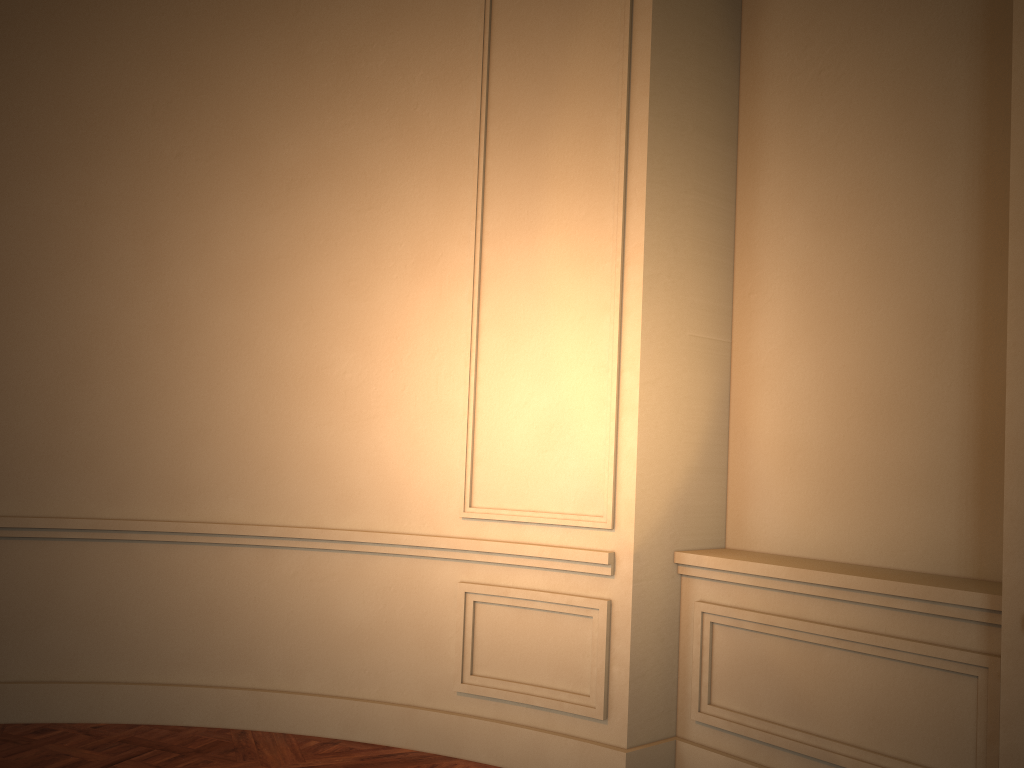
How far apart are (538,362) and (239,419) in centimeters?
141cm
